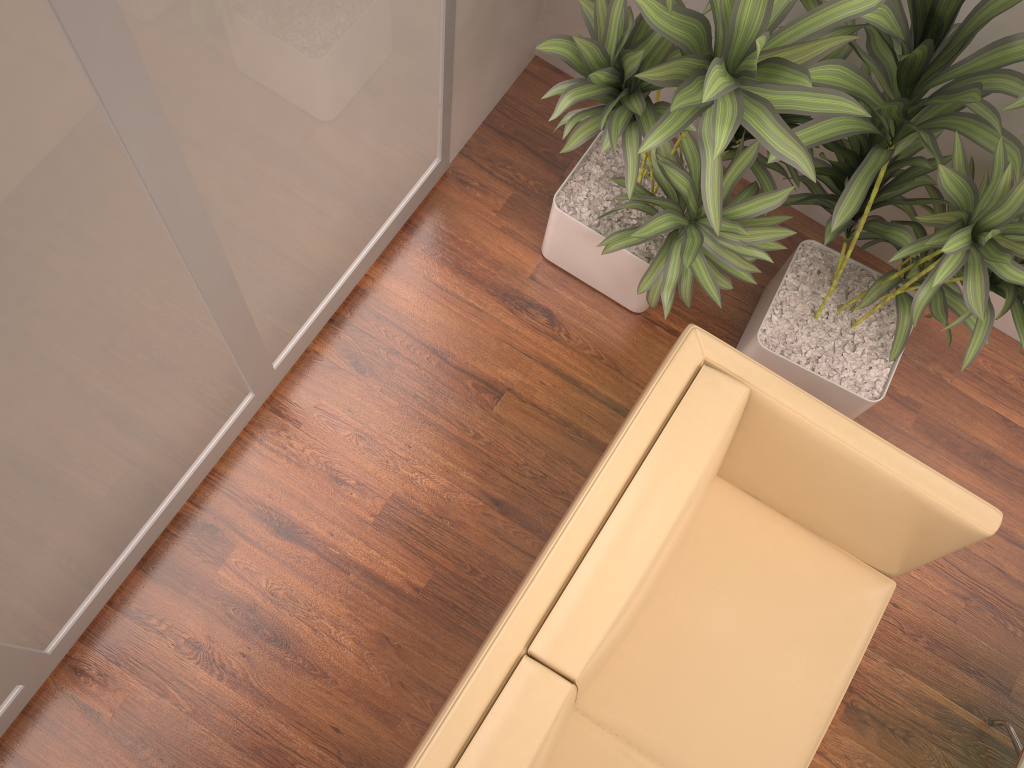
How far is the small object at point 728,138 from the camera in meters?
1.7

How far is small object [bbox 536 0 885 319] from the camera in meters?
1.7

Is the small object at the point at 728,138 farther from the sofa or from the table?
the table

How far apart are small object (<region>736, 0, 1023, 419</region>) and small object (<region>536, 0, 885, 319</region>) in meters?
0.0 m

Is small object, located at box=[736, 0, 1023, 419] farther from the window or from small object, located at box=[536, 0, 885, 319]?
the window

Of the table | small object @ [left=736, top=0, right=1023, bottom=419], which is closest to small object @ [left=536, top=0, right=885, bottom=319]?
small object @ [left=736, top=0, right=1023, bottom=419]

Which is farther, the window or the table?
the table

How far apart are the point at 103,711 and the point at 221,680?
0.32m

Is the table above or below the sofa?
below

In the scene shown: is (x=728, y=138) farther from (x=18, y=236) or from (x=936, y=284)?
(x=18, y=236)
